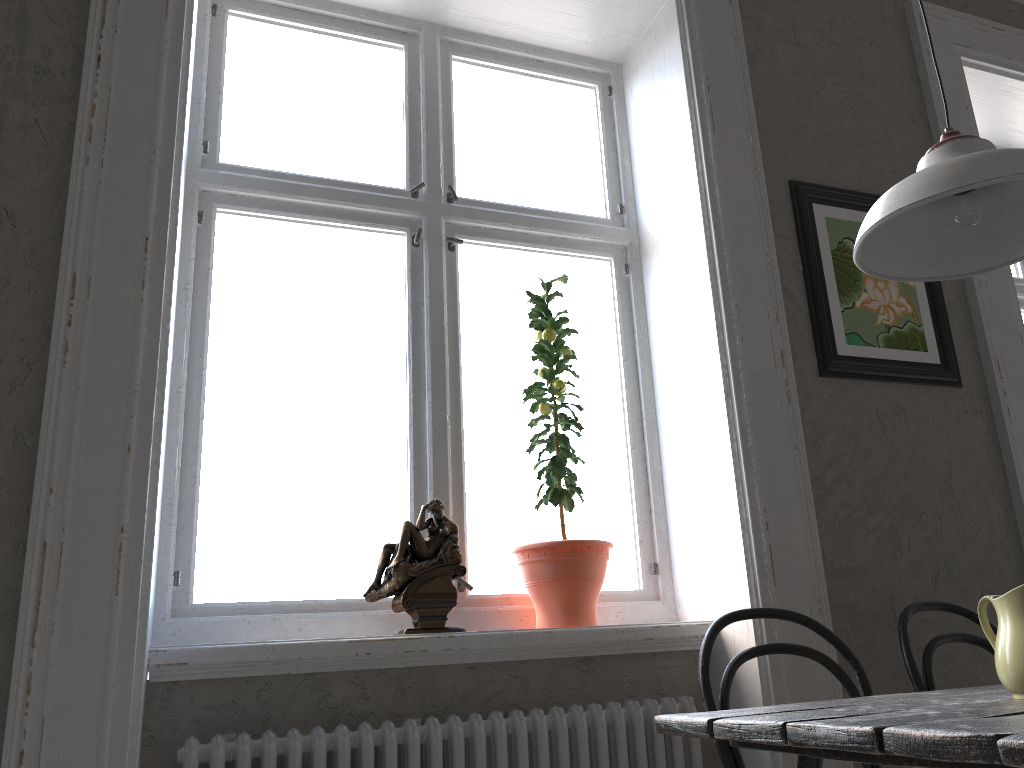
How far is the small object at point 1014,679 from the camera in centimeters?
132cm

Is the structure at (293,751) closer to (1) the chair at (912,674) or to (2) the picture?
(1) the chair at (912,674)

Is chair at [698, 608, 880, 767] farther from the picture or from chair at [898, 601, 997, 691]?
the picture

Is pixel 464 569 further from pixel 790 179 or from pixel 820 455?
pixel 790 179

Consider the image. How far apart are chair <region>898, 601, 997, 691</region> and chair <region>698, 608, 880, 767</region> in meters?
0.1

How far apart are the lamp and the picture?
0.8 meters

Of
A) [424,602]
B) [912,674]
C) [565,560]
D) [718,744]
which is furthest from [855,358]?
[424,602]

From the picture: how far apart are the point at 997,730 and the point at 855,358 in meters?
1.7

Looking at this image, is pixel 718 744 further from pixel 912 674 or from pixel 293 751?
pixel 293 751

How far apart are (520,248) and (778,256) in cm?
76
